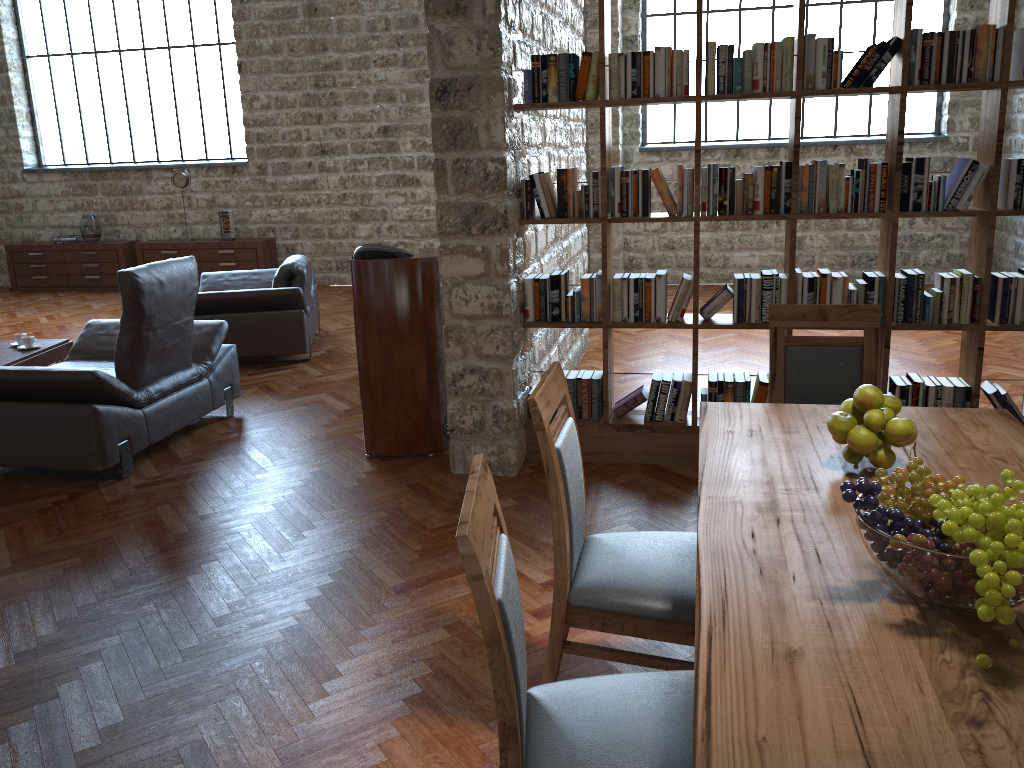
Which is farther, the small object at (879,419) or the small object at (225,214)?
the small object at (225,214)

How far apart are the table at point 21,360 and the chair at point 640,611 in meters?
4.9 m

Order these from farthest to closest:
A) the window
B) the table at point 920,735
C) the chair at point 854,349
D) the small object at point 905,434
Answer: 1. the window
2. the chair at point 854,349
3. the small object at point 905,434
4. the table at point 920,735

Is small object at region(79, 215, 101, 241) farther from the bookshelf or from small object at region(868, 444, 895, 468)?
small object at region(868, 444, 895, 468)

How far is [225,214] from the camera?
10.60m

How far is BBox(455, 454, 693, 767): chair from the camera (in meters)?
1.49

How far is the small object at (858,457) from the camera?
2.2 meters

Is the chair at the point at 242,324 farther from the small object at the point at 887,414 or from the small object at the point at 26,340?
the small object at the point at 887,414

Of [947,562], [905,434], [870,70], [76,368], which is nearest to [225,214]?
[76,368]

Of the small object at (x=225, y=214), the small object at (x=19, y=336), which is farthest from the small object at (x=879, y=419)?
the small object at (x=225, y=214)
